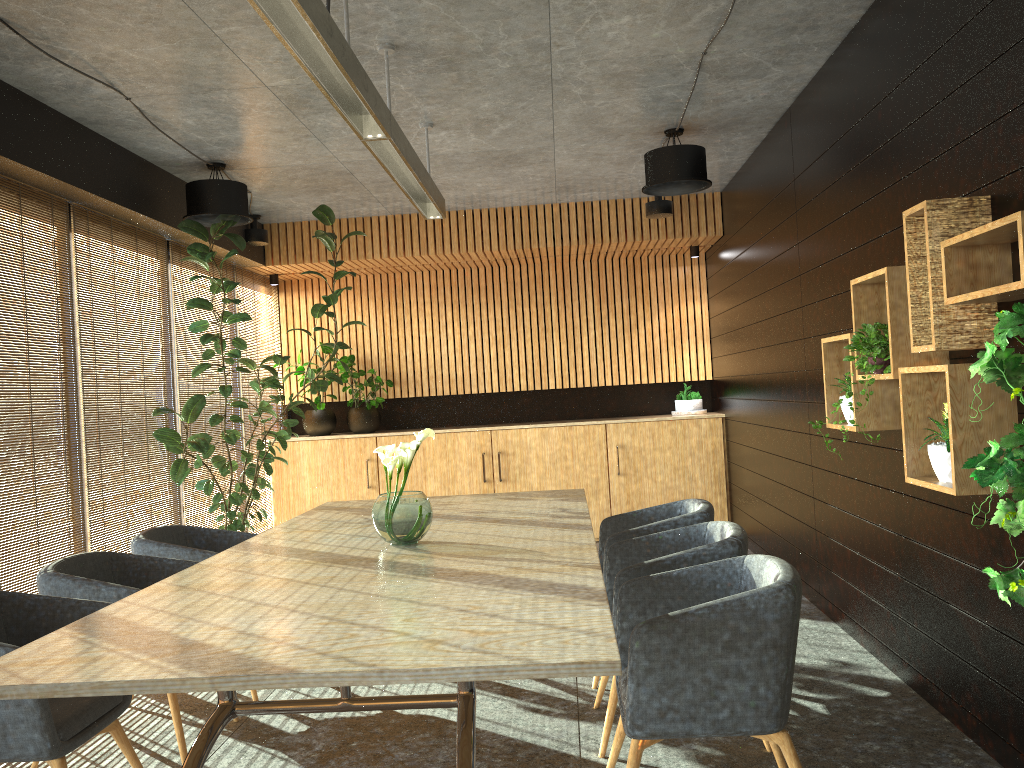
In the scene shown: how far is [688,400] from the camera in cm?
965

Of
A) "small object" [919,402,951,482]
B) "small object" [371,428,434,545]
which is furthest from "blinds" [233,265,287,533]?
"small object" [919,402,951,482]

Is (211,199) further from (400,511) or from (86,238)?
A: (400,511)

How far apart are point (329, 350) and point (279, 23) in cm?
692

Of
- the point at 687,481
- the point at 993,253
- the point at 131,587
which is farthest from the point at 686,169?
the point at 131,587

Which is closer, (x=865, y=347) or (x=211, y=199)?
(x=865, y=347)

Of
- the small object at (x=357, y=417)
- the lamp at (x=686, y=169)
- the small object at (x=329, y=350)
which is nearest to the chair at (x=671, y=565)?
the lamp at (x=686, y=169)

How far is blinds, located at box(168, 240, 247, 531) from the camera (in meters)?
7.49

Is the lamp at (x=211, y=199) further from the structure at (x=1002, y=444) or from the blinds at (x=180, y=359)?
the structure at (x=1002, y=444)

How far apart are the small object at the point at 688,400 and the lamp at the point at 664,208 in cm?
223
